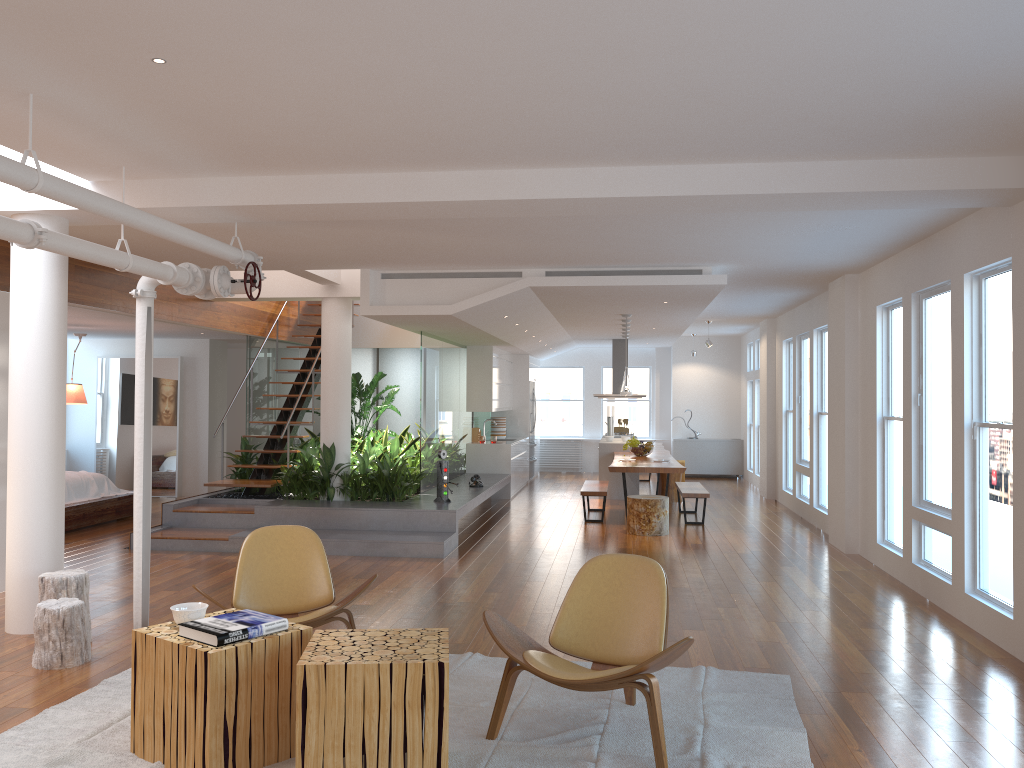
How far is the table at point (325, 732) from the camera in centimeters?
319cm

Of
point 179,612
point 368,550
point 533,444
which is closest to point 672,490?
point 533,444

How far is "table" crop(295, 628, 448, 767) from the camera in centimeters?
319cm

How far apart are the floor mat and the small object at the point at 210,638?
0.5m

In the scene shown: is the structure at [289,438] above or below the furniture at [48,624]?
A: above

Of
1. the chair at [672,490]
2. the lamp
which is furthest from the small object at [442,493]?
the chair at [672,490]

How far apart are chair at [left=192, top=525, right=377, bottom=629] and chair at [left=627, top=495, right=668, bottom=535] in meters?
5.2

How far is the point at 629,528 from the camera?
9.7 meters

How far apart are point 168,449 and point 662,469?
7.4 meters

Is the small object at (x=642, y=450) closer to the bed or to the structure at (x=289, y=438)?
the structure at (x=289, y=438)
